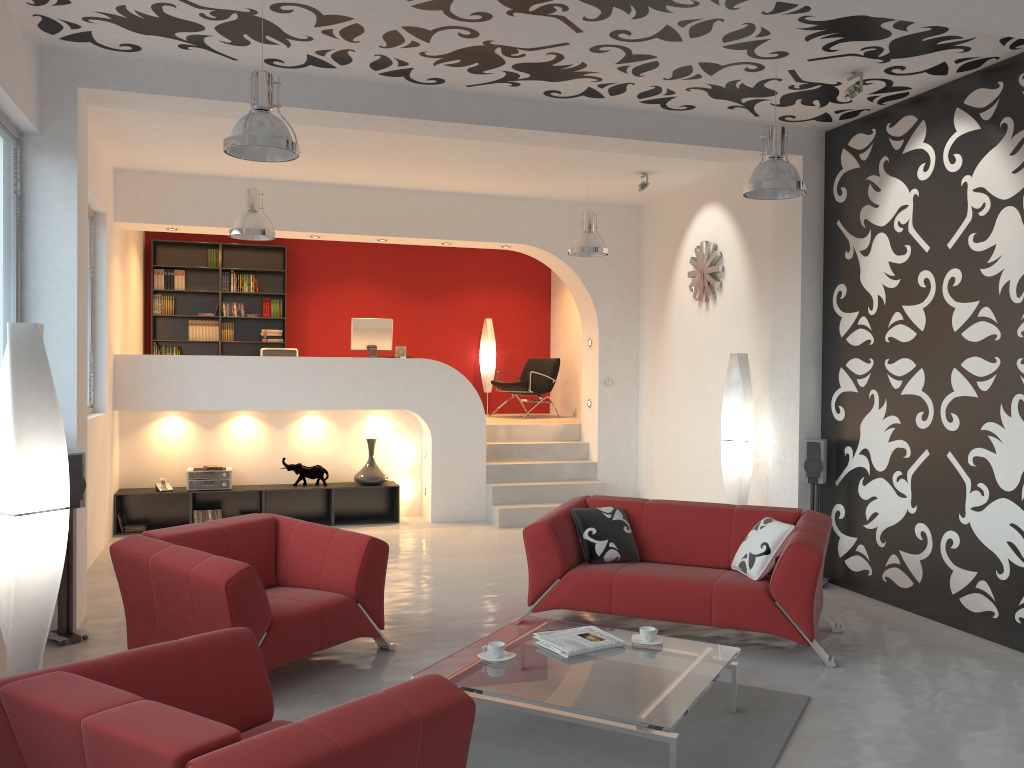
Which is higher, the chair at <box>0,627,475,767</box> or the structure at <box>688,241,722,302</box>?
the structure at <box>688,241,722,302</box>

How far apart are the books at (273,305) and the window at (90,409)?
3.9 meters

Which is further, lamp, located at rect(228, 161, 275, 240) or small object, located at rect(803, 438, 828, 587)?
lamp, located at rect(228, 161, 275, 240)

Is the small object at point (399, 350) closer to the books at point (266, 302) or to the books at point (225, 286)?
the books at point (266, 302)

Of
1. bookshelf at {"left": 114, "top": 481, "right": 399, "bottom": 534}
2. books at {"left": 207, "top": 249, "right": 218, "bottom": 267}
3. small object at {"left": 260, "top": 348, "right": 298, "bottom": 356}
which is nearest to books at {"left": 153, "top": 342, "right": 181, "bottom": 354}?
books at {"left": 207, "top": 249, "right": 218, "bottom": 267}

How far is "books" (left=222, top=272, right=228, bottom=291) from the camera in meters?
11.4 m

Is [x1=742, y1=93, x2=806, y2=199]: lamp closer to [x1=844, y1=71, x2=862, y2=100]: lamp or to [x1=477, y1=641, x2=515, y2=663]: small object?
[x1=844, y1=71, x2=862, y2=100]: lamp

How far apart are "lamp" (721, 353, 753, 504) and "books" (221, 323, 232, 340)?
6.8m

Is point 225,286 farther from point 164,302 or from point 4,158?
point 4,158

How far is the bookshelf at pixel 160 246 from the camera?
11.3 meters
